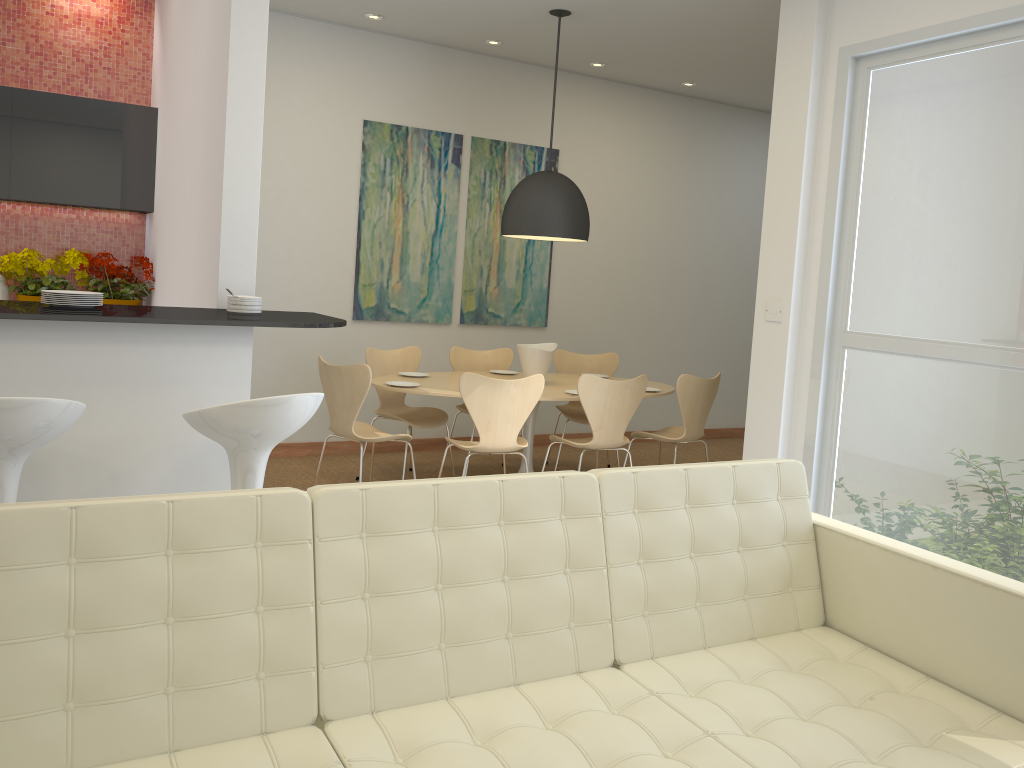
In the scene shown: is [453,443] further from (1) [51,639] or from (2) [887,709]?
(1) [51,639]

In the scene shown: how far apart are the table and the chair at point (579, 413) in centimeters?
26cm

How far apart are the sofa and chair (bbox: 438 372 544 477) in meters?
2.3

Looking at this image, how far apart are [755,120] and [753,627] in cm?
686

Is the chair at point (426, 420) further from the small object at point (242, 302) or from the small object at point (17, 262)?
the small object at point (242, 302)

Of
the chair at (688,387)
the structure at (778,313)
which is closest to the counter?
the structure at (778,313)

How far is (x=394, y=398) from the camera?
6.2 meters

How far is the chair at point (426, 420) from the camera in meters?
6.0

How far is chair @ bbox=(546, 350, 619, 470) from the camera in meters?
6.7 m

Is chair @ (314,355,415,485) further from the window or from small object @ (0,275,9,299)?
the window
